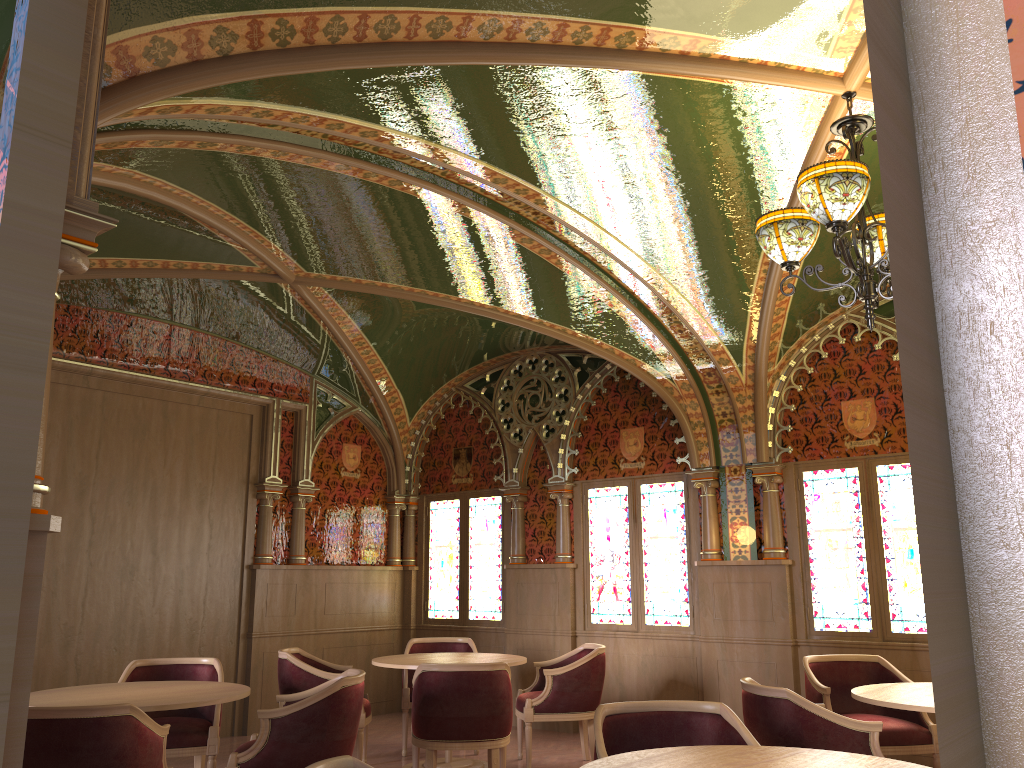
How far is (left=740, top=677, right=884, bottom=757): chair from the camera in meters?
3.9 m

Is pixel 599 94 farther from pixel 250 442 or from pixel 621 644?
pixel 250 442

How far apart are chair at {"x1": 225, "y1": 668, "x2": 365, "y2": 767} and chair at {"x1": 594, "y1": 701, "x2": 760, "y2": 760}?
1.62m

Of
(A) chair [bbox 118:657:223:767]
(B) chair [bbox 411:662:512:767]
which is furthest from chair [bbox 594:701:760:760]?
(A) chair [bbox 118:657:223:767]

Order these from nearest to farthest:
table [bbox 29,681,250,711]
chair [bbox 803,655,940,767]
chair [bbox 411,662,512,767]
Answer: table [bbox 29,681,250,711]
chair [bbox 803,655,940,767]
chair [bbox 411,662,512,767]

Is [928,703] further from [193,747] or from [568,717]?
[193,747]

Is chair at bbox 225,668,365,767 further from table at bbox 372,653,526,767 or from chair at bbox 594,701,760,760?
chair at bbox 594,701,760,760

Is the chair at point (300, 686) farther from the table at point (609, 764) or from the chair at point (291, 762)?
the table at point (609, 764)

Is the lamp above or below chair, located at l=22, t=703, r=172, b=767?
above

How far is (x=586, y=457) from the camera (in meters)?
8.43
